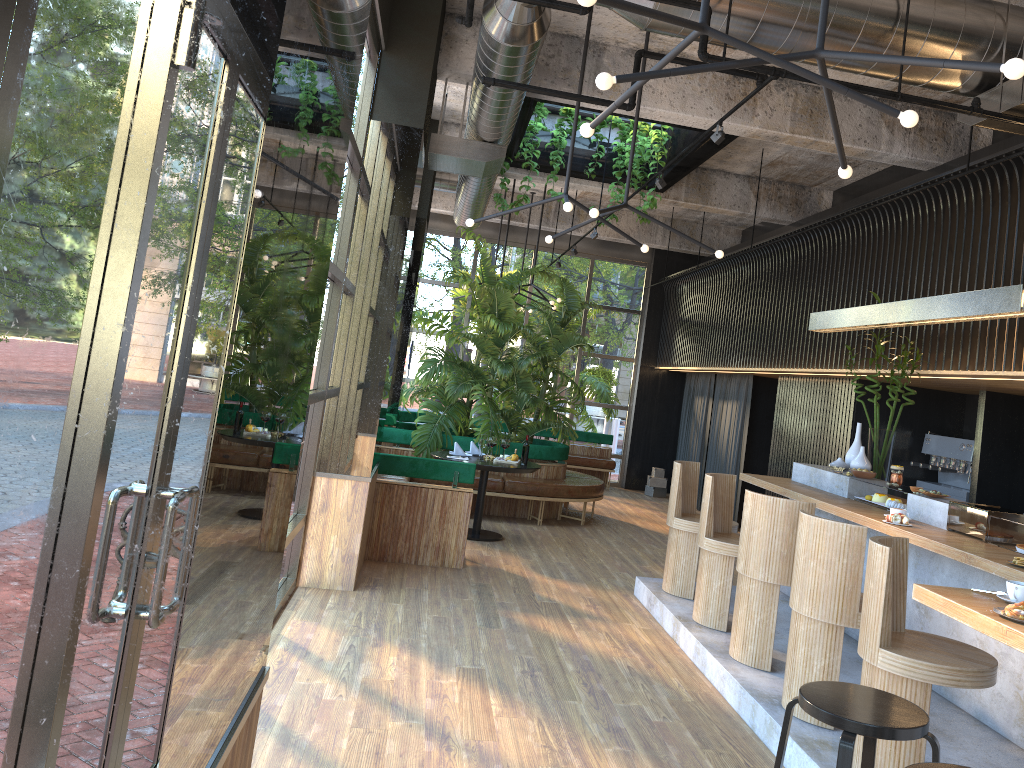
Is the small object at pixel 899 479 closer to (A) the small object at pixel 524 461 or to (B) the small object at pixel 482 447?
(A) the small object at pixel 524 461

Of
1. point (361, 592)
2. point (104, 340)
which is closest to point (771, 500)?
point (361, 592)

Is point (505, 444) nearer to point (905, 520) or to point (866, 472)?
point (905, 520)

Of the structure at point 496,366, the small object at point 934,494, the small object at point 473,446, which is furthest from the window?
the small object at point 934,494

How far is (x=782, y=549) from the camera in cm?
513

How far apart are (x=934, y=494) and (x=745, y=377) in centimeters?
637cm

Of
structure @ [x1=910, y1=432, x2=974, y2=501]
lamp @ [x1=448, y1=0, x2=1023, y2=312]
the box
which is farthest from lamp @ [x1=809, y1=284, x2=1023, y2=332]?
the box

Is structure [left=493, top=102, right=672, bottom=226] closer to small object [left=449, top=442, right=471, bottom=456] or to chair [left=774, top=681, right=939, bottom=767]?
small object [left=449, top=442, right=471, bottom=456]

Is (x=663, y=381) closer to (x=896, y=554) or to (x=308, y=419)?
(x=308, y=419)

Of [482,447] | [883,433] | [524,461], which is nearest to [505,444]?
[524,461]
